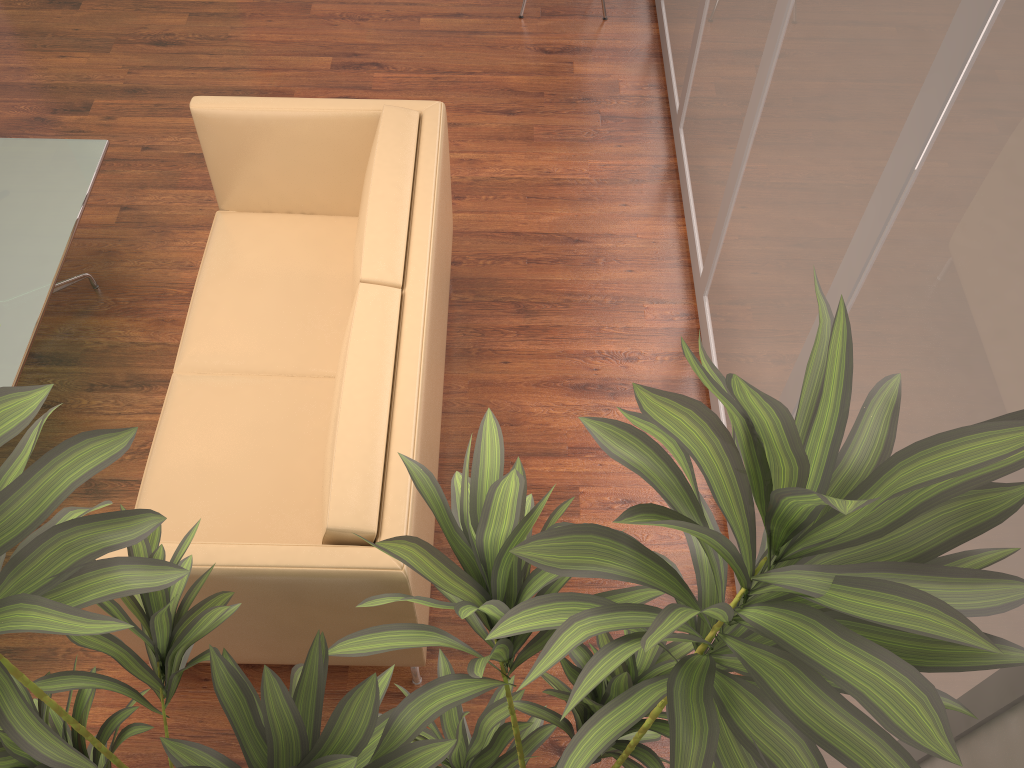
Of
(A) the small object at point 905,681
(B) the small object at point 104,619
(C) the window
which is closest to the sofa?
(A) the small object at point 905,681

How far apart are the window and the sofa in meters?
1.0 m

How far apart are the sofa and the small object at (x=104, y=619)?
0.4 meters

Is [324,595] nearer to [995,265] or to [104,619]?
[104,619]

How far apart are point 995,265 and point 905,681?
0.84m

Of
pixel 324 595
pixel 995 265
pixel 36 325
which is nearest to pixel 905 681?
pixel 995 265

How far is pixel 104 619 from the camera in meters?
1.1 m

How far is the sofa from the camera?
2.1m

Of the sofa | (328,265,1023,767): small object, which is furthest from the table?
(328,265,1023,767): small object

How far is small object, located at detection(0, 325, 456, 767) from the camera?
1.1m
